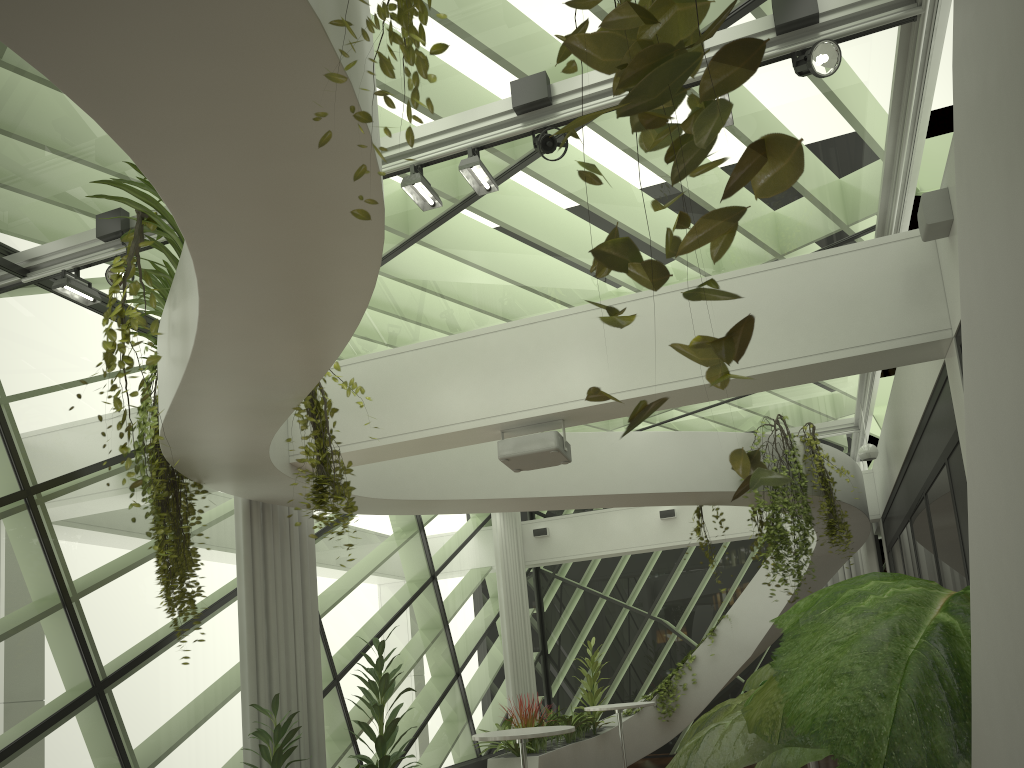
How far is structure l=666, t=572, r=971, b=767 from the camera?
1.8 meters

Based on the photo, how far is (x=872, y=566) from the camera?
12.27m

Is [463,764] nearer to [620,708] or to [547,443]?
[620,708]

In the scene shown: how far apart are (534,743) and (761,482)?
10.6 meters

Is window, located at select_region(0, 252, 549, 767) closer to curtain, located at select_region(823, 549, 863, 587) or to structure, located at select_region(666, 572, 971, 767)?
structure, located at select_region(666, 572, 971, 767)

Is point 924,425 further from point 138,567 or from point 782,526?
point 138,567

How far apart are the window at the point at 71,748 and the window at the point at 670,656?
0.15m

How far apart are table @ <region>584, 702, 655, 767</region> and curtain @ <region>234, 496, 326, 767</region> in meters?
3.7 m

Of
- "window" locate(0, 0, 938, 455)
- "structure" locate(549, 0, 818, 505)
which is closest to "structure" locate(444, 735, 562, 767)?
"window" locate(0, 0, 938, 455)

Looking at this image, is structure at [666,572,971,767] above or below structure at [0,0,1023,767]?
below
